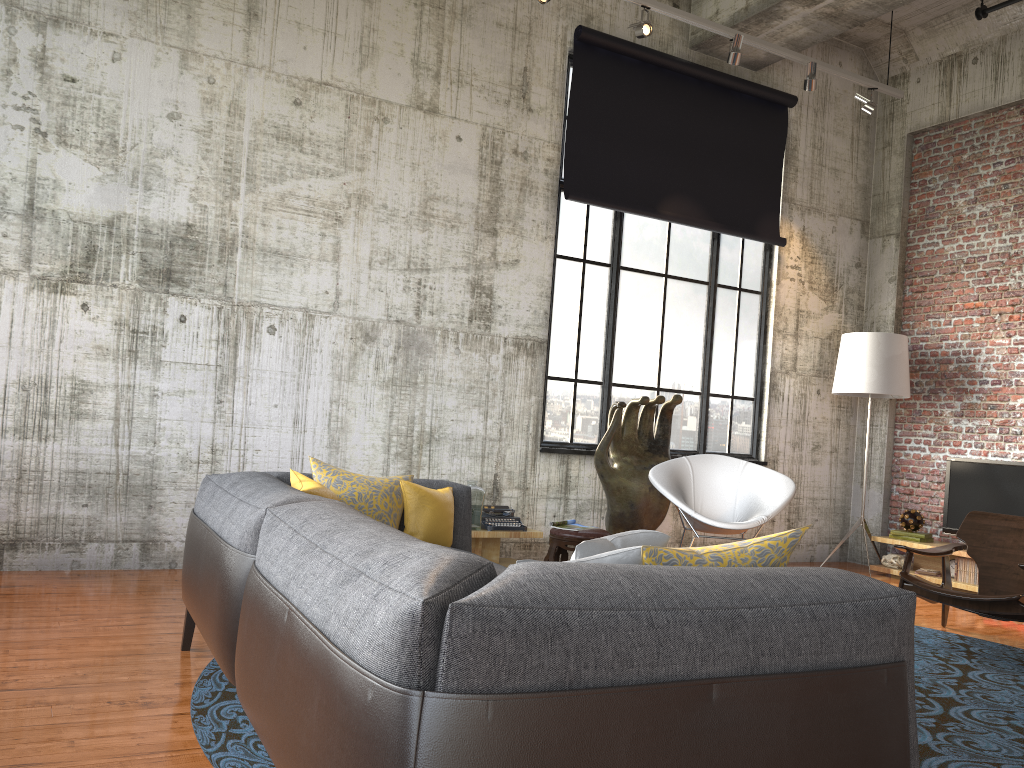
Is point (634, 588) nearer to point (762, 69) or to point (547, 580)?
point (547, 580)

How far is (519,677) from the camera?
1.55m

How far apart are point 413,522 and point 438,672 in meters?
2.5

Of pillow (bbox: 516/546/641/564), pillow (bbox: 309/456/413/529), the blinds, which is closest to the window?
the blinds

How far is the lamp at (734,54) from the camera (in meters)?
6.92

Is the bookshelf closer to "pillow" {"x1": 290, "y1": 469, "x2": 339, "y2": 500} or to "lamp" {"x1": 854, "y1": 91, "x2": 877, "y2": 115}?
"lamp" {"x1": 854, "y1": 91, "x2": 877, "y2": 115}

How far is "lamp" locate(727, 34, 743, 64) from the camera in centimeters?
692cm

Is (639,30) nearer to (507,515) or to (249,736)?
(507,515)

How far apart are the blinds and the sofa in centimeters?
374cm

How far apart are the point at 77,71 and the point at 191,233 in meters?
1.2 m
